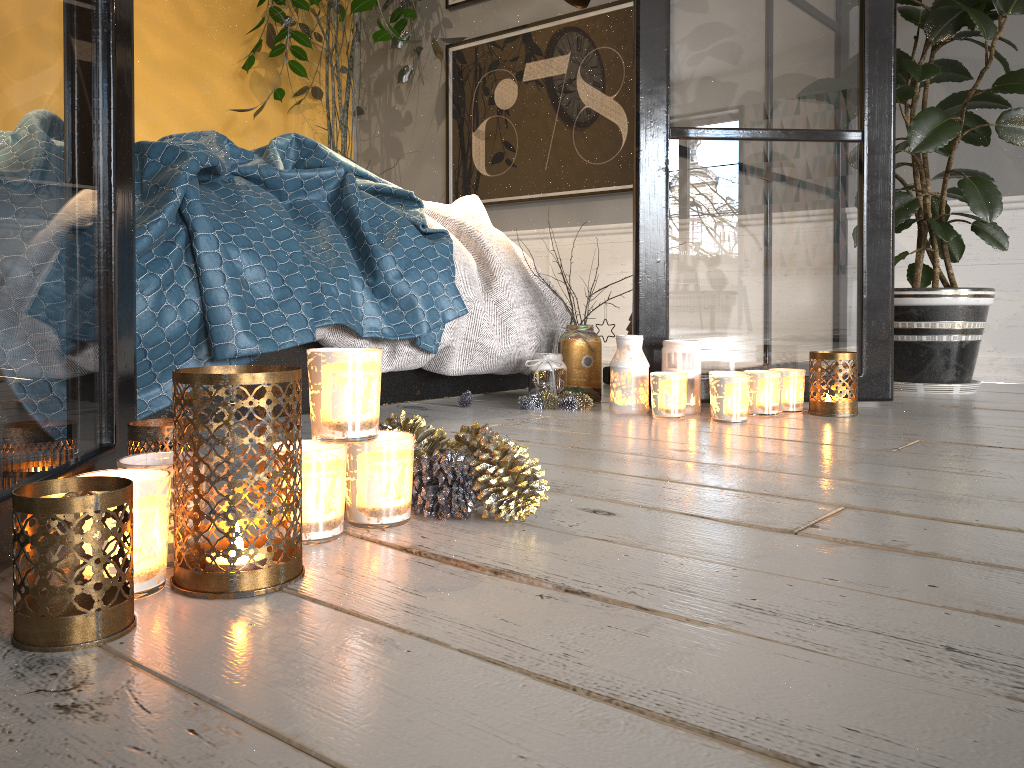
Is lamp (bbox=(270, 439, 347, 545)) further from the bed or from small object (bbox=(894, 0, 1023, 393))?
small object (bbox=(894, 0, 1023, 393))

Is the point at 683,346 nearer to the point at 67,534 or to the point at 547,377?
the point at 547,377

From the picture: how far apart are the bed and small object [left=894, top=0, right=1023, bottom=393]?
0.9 meters

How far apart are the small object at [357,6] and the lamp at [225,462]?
3.2m

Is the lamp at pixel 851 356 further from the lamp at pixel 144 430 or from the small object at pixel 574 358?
the lamp at pixel 144 430

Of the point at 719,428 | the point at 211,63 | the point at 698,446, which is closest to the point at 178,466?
the point at 698,446

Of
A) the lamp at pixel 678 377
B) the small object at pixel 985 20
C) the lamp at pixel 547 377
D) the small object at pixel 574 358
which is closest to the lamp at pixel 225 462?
the lamp at pixel 678 377

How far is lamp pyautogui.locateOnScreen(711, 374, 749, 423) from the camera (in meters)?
1.83

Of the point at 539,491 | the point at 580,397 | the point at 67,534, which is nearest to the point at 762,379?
the point at 580,397

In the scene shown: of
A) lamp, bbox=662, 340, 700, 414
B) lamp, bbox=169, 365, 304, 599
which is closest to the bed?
lamp, bbox=662, 340, 700, 414
